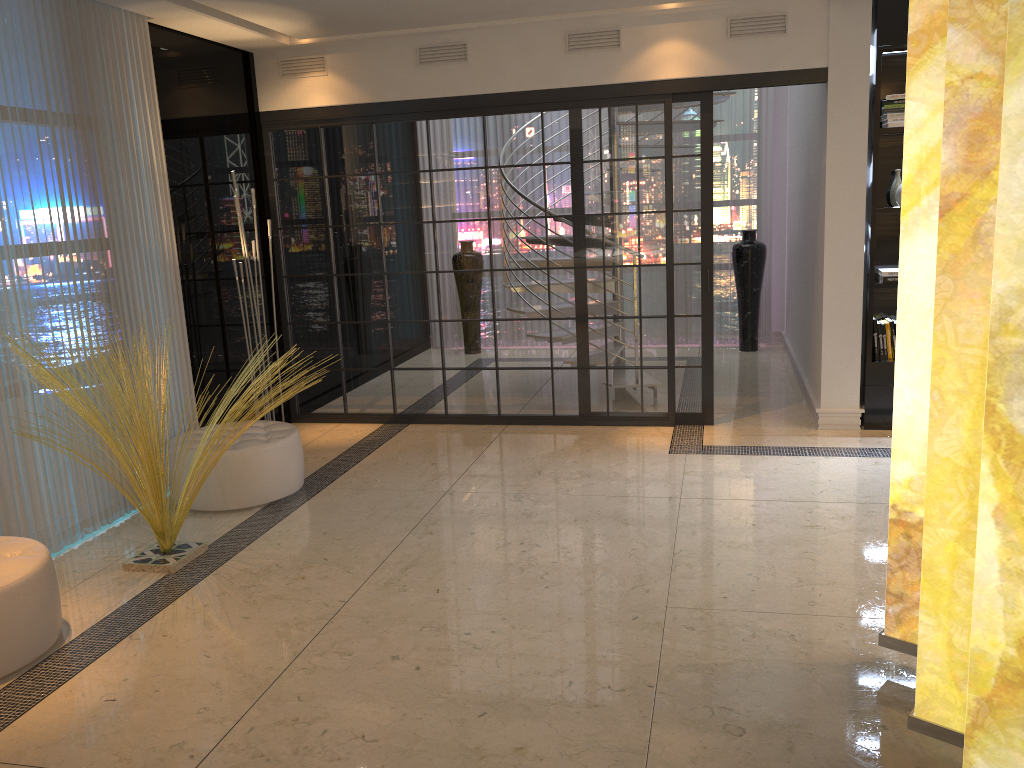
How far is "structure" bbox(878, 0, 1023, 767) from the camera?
1.7m

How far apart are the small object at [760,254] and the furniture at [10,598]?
6.6m

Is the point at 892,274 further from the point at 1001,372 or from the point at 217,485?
the point at 217,485

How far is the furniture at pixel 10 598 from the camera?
3.1m

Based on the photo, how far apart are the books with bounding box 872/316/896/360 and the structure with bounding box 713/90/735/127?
2.3 meters

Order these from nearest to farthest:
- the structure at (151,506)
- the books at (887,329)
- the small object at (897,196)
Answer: the structure at (151,506), the small object at (897,196), the books at (887,329)

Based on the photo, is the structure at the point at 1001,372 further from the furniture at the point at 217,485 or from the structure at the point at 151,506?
the furniture at the point at 217,485

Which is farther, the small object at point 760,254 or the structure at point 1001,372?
the small object at point 760,254

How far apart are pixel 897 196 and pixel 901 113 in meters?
0.5 m

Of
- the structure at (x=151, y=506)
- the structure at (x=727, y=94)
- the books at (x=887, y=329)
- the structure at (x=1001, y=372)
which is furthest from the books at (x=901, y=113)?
the structure at (x=151, y=506)
